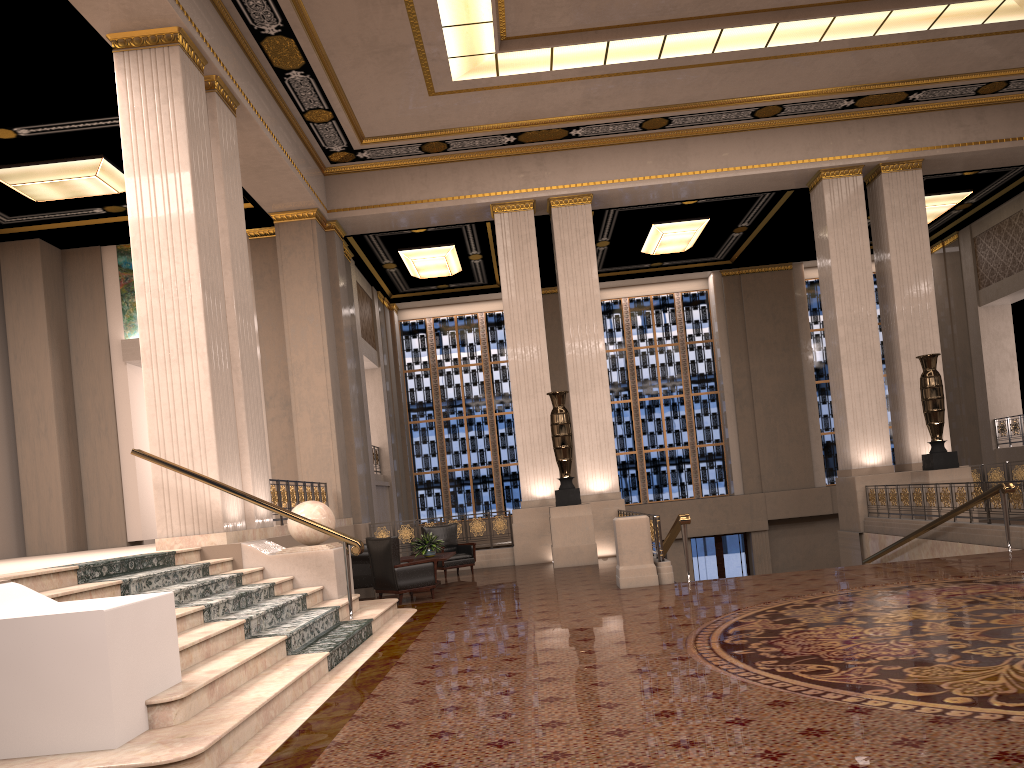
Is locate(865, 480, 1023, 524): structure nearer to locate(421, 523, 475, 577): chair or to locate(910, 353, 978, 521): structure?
locate(910, 353, 978, 521): structure

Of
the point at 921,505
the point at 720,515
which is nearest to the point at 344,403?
the point at 921,505

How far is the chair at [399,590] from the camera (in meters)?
10.49

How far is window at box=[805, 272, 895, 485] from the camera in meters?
22.6 m

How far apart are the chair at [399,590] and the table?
0.7m

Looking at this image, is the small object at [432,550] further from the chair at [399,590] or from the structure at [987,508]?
the structure at [987,508]

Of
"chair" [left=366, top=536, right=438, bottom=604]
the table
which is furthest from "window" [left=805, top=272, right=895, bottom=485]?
"chair" [left=366, top=536, right=438, bottom=604]

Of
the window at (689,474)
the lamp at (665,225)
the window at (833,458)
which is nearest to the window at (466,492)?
the window at (689,474)

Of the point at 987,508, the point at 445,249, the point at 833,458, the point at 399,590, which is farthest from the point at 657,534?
the point at 833,458

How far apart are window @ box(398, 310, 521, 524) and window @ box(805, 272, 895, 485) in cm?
795
